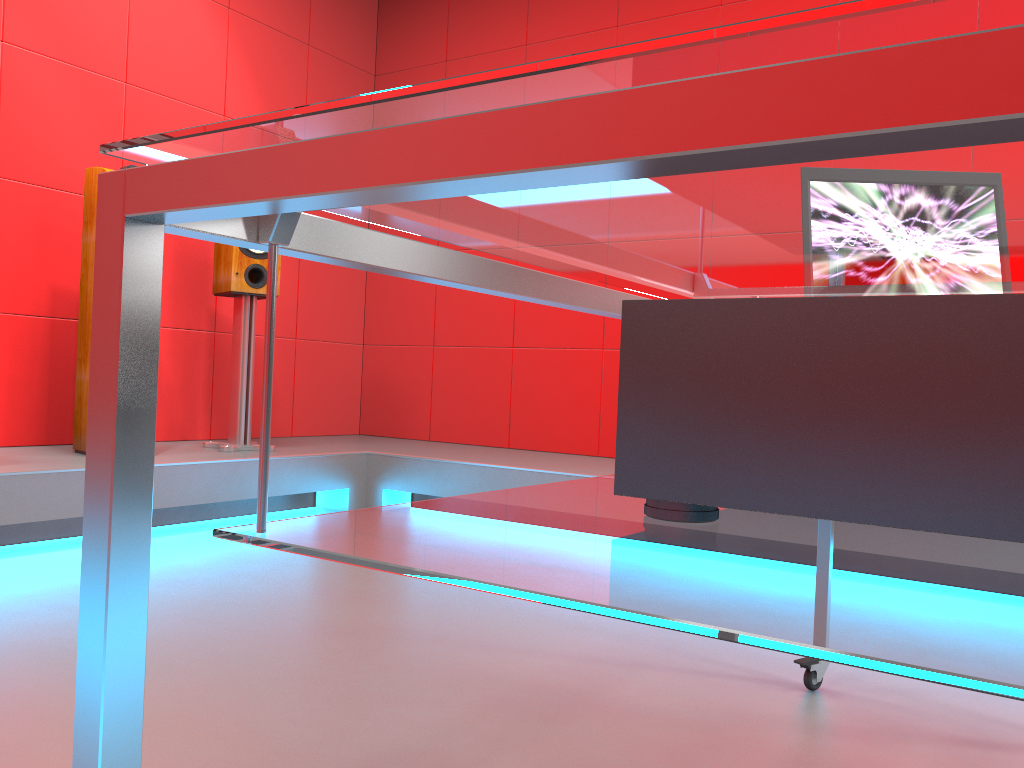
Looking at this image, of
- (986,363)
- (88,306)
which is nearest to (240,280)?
(88,306)

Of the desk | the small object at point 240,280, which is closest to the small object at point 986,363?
the desk

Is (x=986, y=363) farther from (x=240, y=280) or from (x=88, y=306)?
(x=240, y=280)

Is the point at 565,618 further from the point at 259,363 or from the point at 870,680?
the point at 259,363

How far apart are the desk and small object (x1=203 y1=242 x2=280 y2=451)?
2.5m

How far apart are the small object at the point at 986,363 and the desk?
0.0 meters

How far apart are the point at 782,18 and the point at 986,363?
0.33m

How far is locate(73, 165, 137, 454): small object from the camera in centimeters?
319cm

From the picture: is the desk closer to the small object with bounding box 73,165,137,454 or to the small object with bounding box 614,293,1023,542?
the small object with bounding box 614,293,1023,542

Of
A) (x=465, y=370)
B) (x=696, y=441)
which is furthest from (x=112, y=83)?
(x=696, y=441)
